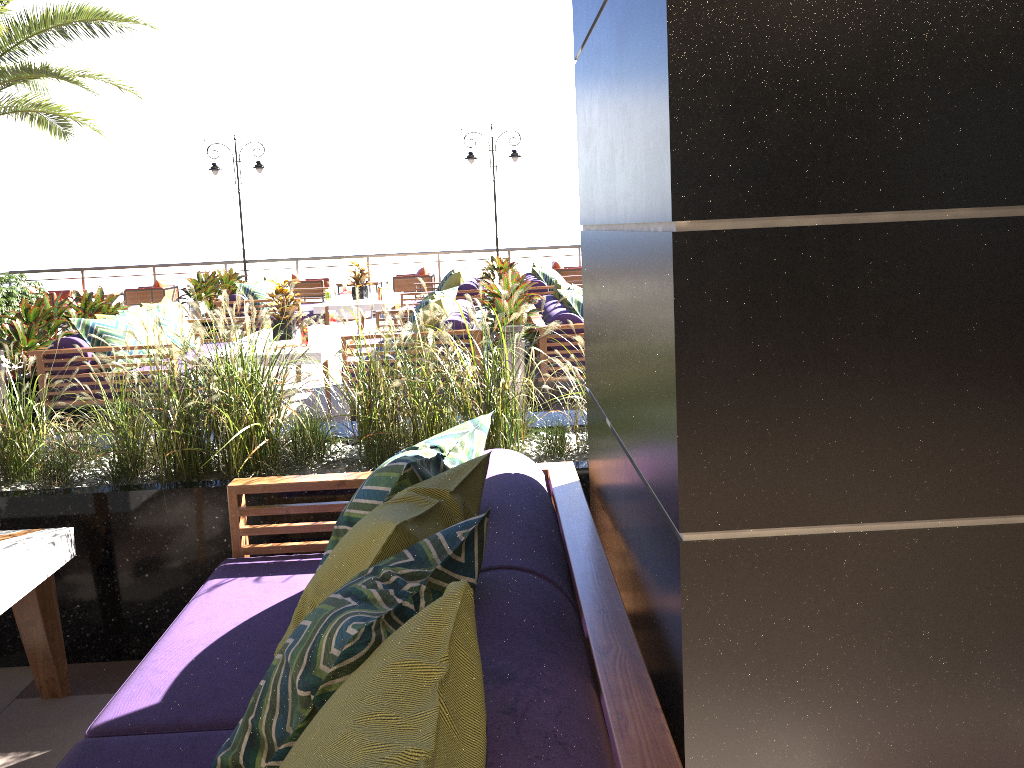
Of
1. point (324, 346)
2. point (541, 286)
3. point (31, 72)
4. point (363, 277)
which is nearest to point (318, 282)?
point (363, 277)

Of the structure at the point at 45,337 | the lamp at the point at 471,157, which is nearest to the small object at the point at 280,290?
the structure at the point at 45,337

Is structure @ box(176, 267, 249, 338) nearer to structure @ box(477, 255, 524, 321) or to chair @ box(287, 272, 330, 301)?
chair @ box(287, 272, 330, 301)

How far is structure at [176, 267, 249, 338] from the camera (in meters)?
11.26

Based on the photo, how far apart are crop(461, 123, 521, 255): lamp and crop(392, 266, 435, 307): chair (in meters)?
2.20

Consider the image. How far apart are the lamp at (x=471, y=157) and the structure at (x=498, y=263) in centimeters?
373cm

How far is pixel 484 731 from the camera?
1.2m

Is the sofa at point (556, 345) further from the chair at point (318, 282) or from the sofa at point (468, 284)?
the chair at point (318, 282)

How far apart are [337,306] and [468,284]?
1.7 meters

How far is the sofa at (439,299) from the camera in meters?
6.7 m
